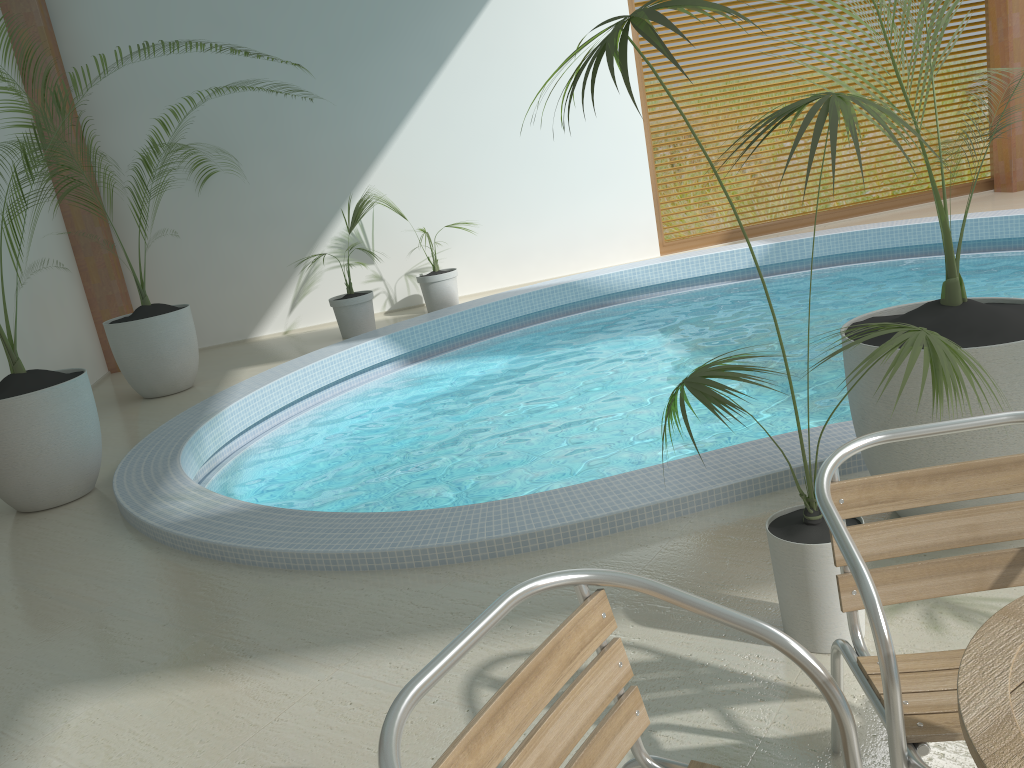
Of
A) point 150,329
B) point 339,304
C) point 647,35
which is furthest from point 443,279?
point 647,35

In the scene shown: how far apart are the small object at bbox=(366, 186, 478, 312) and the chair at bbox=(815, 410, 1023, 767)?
7.0 meters

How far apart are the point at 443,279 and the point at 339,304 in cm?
109

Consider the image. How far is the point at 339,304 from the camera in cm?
799

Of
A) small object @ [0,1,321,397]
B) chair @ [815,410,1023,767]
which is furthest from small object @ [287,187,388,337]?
chair @ [815,410,1023,767]

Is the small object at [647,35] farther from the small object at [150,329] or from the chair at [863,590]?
the small object at [150,329]

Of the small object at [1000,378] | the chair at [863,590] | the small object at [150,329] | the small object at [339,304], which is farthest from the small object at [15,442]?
the chair at [863,590]

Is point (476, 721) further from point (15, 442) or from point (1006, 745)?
point (15, 442)

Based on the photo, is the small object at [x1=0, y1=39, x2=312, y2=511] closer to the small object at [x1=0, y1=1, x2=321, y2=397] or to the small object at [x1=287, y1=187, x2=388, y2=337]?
the small object at [x1=0, y1=1, x2=321, y2=397]

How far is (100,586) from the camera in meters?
3.6 m
